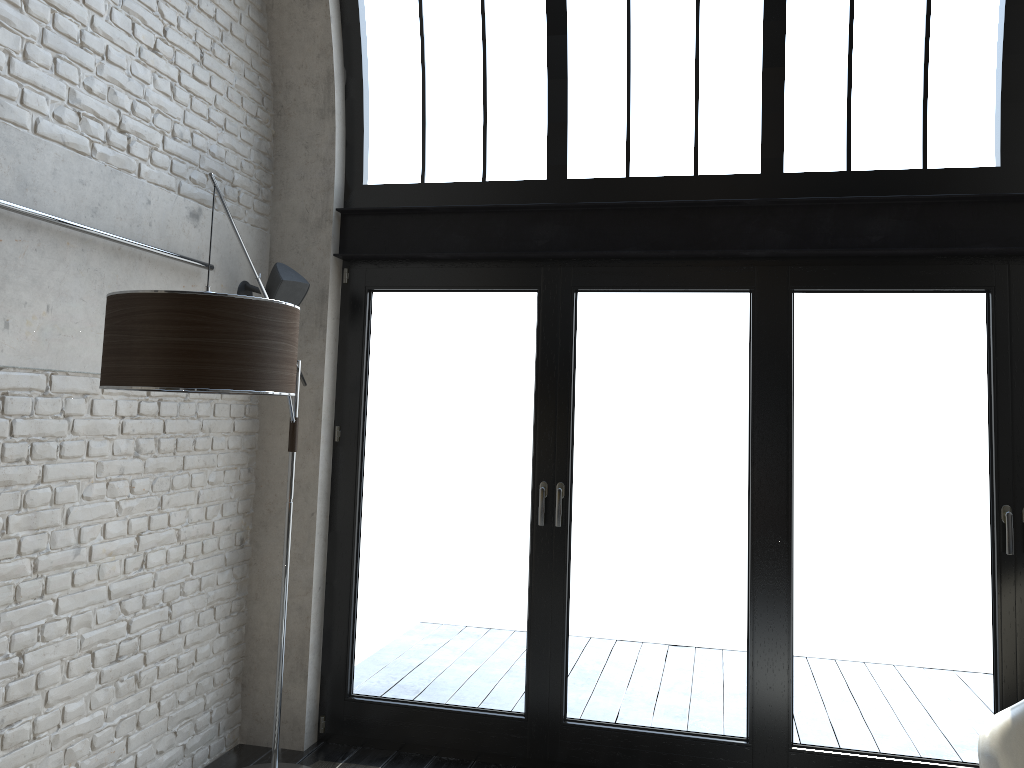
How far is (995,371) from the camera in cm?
382

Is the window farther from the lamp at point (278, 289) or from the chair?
the chair

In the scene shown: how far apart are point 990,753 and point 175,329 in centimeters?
283cm

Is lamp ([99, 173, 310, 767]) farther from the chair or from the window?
the chair

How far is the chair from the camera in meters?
2.8

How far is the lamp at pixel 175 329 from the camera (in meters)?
2.41

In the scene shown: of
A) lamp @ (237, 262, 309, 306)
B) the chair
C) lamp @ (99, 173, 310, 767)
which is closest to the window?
lamp @ (237, 262, 309, 306)

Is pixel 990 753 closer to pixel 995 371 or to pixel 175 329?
pixel 995 371

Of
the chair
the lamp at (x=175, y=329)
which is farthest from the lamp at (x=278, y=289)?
the chair

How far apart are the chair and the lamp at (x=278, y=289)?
3.2 meters
